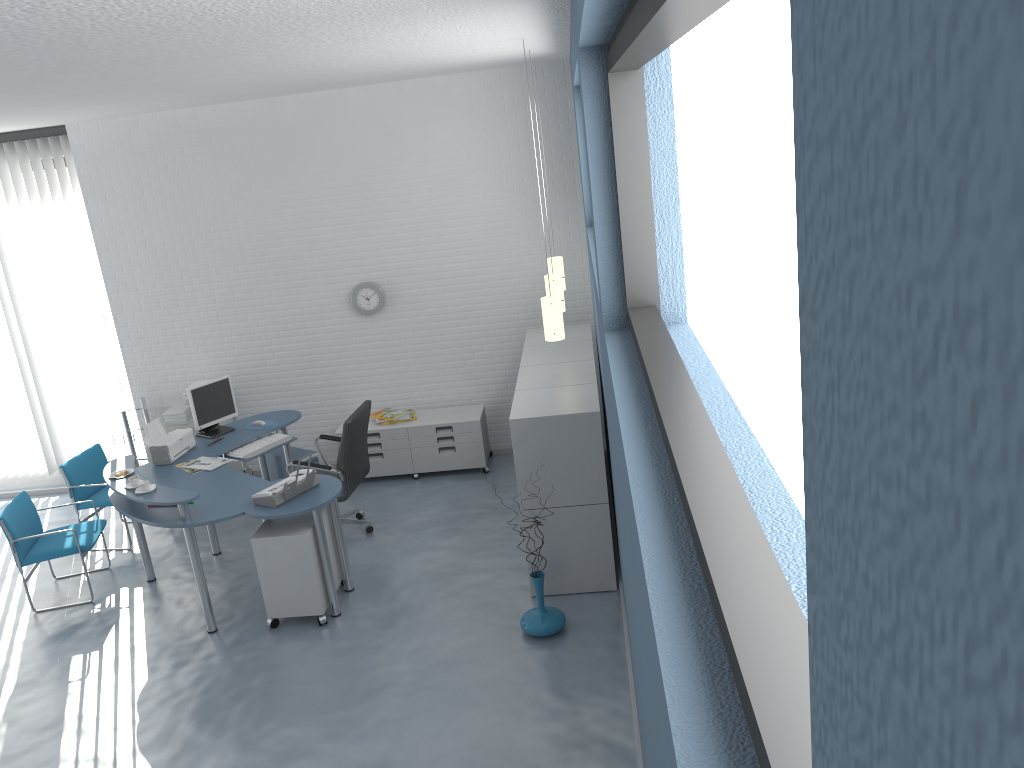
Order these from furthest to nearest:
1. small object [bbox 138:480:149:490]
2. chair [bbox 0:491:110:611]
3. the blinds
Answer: the blinds < chair [bbox 0:491:110:611] < small object [bbox 138:480:149:490]

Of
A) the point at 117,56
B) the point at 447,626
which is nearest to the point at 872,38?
the point at 117,56

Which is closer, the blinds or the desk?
the desk

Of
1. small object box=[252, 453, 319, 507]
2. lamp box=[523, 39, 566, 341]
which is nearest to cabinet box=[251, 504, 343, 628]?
small object box=[252, 453, 319, 507]

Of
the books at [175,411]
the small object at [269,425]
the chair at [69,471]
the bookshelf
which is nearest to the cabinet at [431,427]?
the small object at [269,425]

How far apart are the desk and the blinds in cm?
165

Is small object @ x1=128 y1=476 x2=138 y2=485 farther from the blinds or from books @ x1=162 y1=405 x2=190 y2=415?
the blinds

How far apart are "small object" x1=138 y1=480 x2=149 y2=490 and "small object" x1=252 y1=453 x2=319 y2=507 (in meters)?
0.67

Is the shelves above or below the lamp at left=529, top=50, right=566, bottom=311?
below

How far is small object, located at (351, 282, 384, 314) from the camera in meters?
7.5 m
